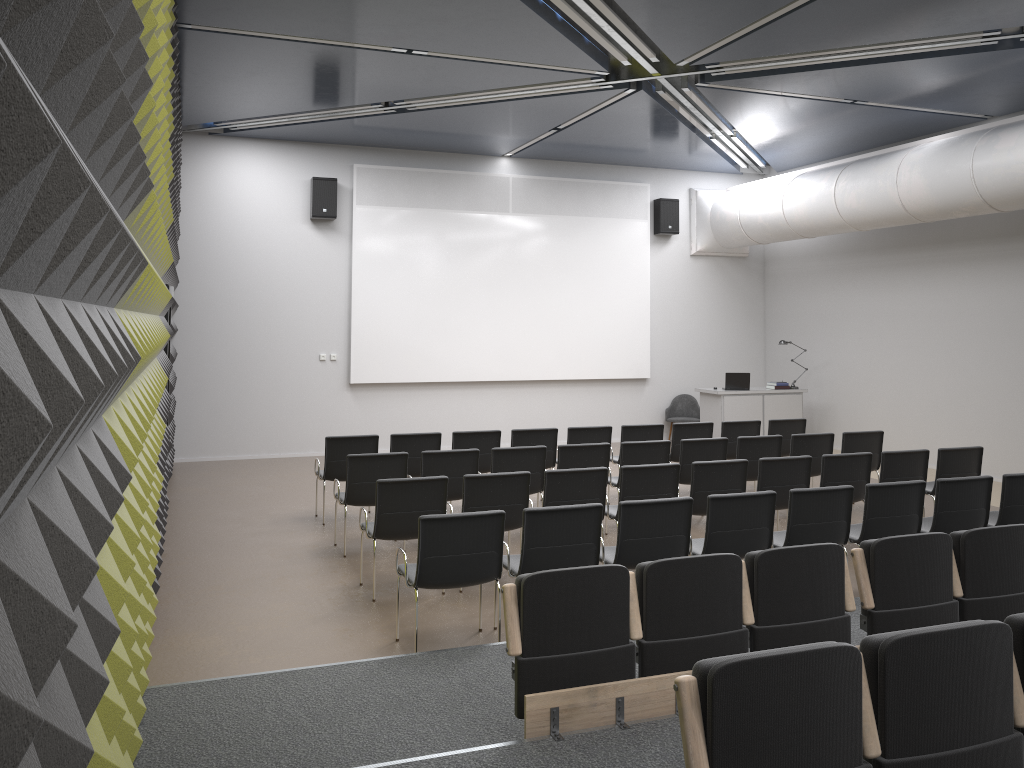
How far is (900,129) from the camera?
12.3 meters

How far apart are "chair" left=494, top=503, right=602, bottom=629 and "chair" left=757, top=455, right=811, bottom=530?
2.5 meters

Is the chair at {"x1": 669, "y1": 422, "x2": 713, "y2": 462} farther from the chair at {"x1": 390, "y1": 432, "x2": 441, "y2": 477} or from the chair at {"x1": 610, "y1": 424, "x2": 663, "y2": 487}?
the chair at {"x1": 390, "y1": 432, "x2": 441, "y2": 477}

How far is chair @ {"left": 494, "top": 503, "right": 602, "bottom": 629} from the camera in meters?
5.7

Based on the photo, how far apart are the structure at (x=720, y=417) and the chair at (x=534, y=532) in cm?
848

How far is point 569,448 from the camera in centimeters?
857cm

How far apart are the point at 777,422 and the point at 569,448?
3.6 meters

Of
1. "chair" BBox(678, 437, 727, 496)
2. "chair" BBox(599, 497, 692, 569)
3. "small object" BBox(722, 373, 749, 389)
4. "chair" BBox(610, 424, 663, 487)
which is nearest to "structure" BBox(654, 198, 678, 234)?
"small object" BBox(722, 373, 749, 389)

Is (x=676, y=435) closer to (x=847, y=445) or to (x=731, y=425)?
(x=731, y=425)

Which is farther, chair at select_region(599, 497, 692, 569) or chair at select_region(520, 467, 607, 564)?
chair at select_region(520, 467, 607, 564)
